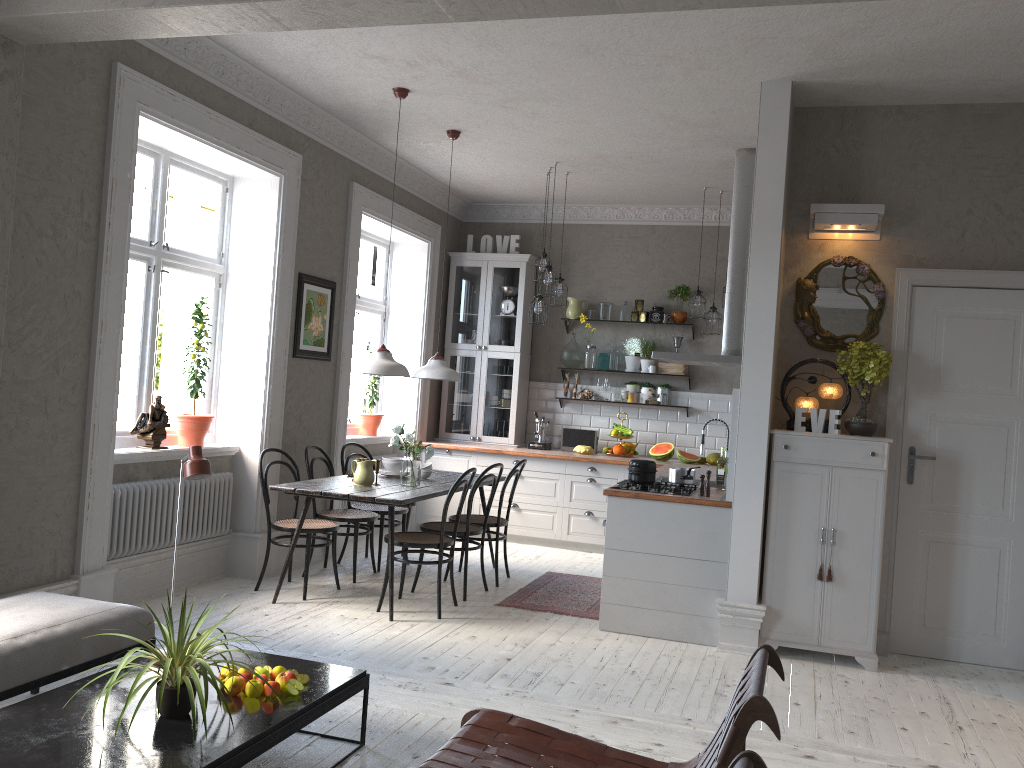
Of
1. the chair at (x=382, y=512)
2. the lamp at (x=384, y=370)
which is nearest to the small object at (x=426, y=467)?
the chair at (x=382, y=512)

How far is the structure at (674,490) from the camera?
5.4m

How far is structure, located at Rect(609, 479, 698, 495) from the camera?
5.4m

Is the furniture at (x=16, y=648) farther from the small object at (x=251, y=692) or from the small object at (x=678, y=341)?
the small object at (x=678, y=341)

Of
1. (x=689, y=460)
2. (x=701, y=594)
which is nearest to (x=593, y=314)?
(x=689, y=460)

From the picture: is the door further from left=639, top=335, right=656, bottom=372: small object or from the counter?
left=639, top=335, right=656, bottom=372: small object

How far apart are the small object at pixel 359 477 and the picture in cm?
116

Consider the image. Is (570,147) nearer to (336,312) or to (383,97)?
(383,97)

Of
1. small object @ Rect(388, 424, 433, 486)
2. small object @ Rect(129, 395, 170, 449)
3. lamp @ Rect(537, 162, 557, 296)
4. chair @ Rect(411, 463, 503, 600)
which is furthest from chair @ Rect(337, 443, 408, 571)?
lamp @ Rect(537, 162, 557, 296)

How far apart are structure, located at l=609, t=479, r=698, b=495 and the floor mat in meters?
0.9
